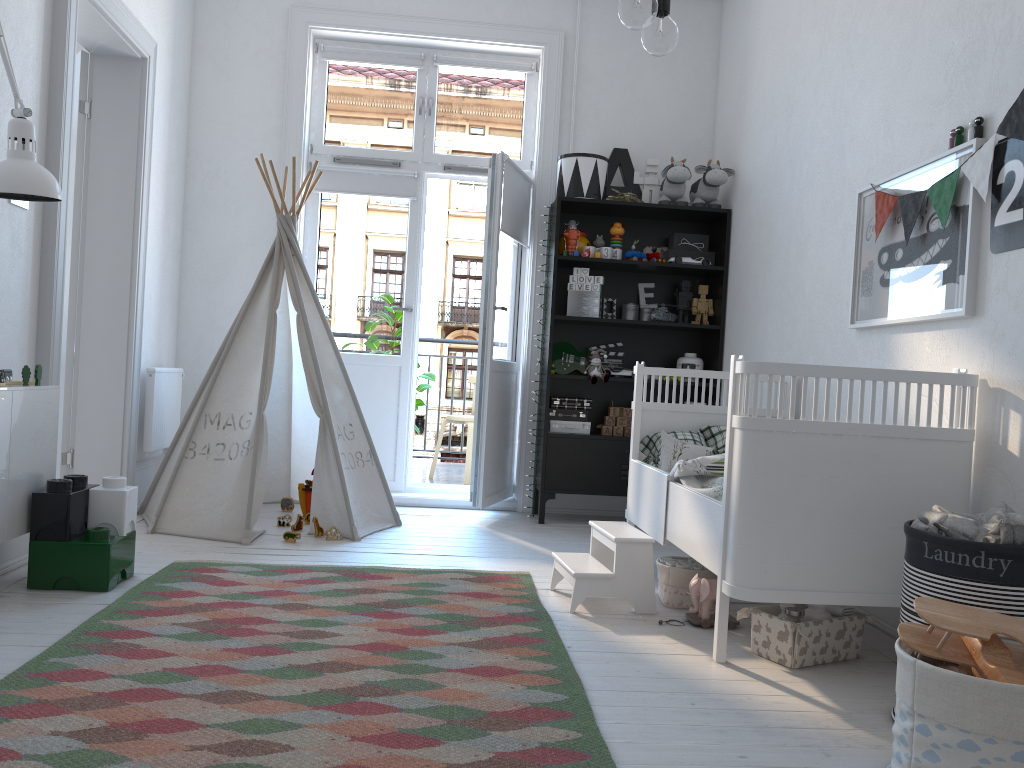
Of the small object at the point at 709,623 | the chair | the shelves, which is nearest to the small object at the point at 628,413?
the shelves

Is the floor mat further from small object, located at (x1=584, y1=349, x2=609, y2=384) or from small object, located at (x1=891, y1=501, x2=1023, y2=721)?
small object, located at (x1=584, y1=349, x2=609, y2=384)

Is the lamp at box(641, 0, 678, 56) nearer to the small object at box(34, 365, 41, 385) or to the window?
the small object at box(34, 365, 41, 385)

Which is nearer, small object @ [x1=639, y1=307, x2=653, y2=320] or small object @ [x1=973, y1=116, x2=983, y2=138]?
small object @ [x1=973, y1=116, x2=983, y2=138]

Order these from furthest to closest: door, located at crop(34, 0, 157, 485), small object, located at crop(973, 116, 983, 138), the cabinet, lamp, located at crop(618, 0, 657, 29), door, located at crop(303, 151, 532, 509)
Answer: door, located at crop(303, 151, 532, 509) < door, located at crop(34, 0, 157, 485) < the cabinet < small object, located at crop(973, 116, 983, 138) < lamp, located at crop(618, 0, 657, 29)

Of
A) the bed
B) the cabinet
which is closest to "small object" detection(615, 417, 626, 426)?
the bed

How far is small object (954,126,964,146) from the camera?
2.6m

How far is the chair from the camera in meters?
5.9 m

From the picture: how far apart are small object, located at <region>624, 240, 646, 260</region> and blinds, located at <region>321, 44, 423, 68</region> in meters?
1.6

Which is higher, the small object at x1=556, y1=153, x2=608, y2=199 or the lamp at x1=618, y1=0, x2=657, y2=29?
the small object at x1=556, y1=153, x2=608, y2=199
